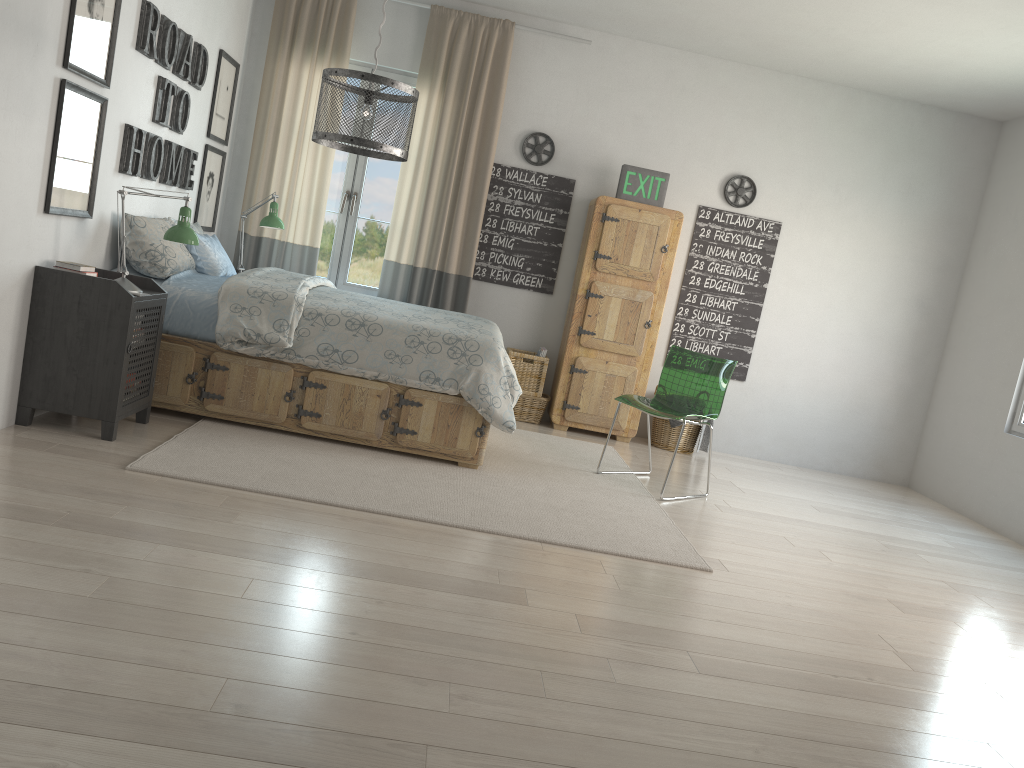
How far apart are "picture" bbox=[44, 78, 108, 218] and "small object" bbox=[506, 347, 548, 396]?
2.8m

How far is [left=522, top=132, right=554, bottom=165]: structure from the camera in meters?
6.0 m

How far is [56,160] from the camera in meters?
3.5

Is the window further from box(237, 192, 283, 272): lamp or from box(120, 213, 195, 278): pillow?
box(120, 213, 195, 278): pillow

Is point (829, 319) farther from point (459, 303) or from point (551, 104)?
point (459, 303)

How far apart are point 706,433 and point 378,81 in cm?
370

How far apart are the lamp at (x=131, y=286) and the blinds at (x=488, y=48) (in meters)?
2.15

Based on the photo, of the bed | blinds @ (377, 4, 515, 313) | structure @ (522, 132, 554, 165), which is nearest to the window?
blinds @ (377, 4, 515, 313)

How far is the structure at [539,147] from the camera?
6.0 meters

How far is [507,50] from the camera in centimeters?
579cm
